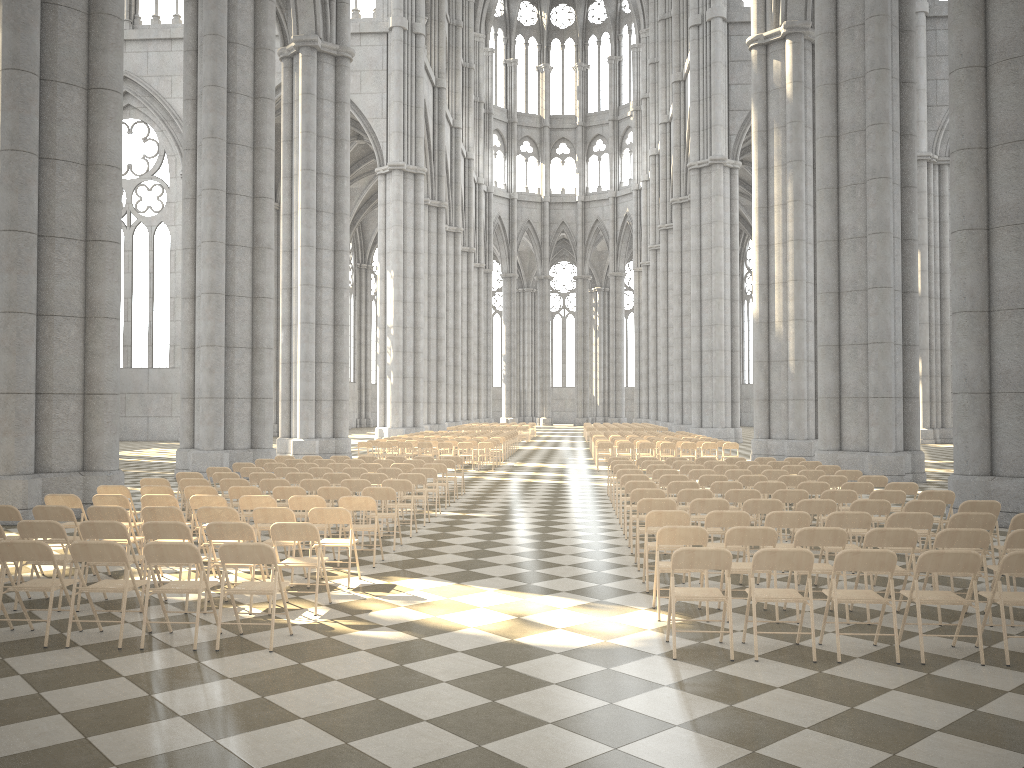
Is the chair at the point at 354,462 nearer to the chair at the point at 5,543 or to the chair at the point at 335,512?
the chair at the point at 335,512

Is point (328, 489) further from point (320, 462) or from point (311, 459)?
point (311, 459)

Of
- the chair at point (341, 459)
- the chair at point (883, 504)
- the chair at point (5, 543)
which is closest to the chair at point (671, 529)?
the chair at point (883, 504)

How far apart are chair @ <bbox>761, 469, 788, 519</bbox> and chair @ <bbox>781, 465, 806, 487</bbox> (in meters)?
1.21

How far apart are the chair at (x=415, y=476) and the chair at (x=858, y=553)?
7.8m

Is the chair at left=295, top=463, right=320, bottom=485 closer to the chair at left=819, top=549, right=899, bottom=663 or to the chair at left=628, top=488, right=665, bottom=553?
the chair at left=628, top=488, right=665, bottom=553

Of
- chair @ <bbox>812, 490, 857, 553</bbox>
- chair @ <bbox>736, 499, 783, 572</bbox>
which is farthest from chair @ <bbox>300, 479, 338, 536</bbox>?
chair @ <bbox>812, 490, 857, 553</bbox>

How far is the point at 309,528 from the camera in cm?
→ 781

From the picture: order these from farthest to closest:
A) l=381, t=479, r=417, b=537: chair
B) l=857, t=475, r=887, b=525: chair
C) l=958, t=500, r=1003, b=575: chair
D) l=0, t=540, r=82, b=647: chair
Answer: l=857, t=475, r=887, b=525: chair
l=381, t=479, r=417, b=537: chair
l=958, t=500, r=1003, b=575: chair
l=0, t=540, r=82, b=647: chair

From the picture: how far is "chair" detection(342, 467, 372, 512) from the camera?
14.81m
